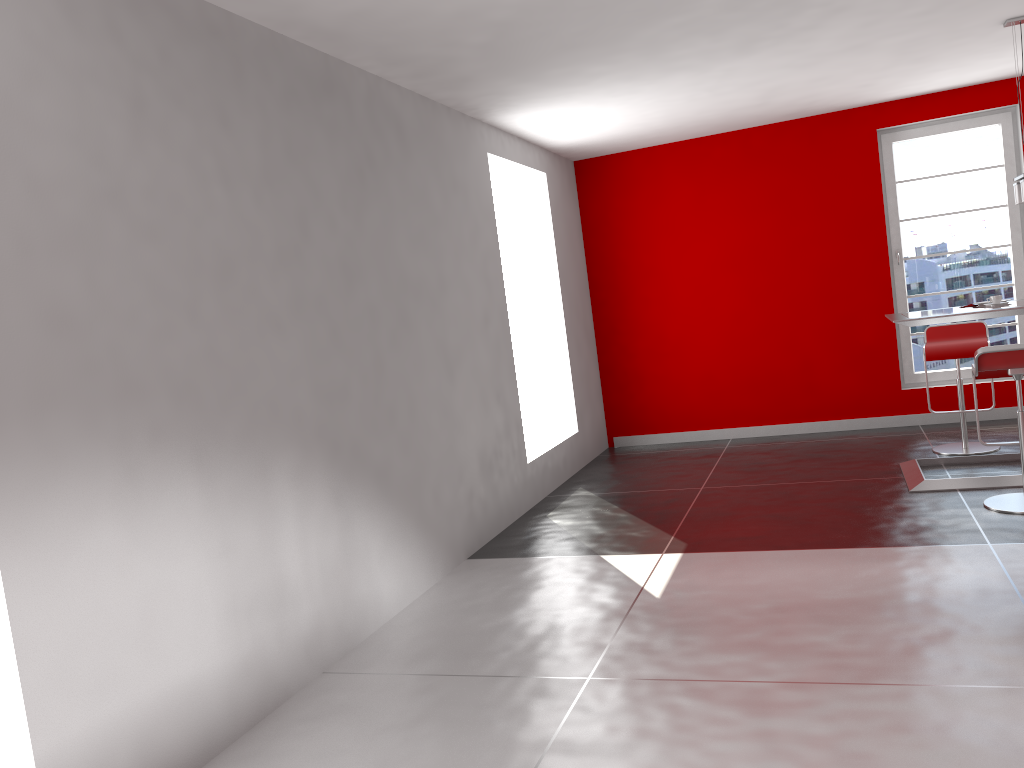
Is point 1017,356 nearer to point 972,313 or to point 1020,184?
point 972,313

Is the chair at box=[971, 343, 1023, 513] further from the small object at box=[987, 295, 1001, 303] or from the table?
the small object at box=[987, 295, 1001, 303]

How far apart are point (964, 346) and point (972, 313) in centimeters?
106cm

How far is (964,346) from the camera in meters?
5.9

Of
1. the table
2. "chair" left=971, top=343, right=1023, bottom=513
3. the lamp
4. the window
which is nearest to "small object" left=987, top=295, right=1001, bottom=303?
the table

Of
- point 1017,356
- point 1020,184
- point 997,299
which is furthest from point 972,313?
point 1020,184

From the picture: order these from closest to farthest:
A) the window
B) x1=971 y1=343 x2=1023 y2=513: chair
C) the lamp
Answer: x1=971 y1=343 x2=1023 y2=513: chair, the lamp, the window

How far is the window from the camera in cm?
694

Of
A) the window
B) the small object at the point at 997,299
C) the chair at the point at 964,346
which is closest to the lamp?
the small object at the point at 997,299

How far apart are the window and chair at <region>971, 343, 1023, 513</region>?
2.6 meters
